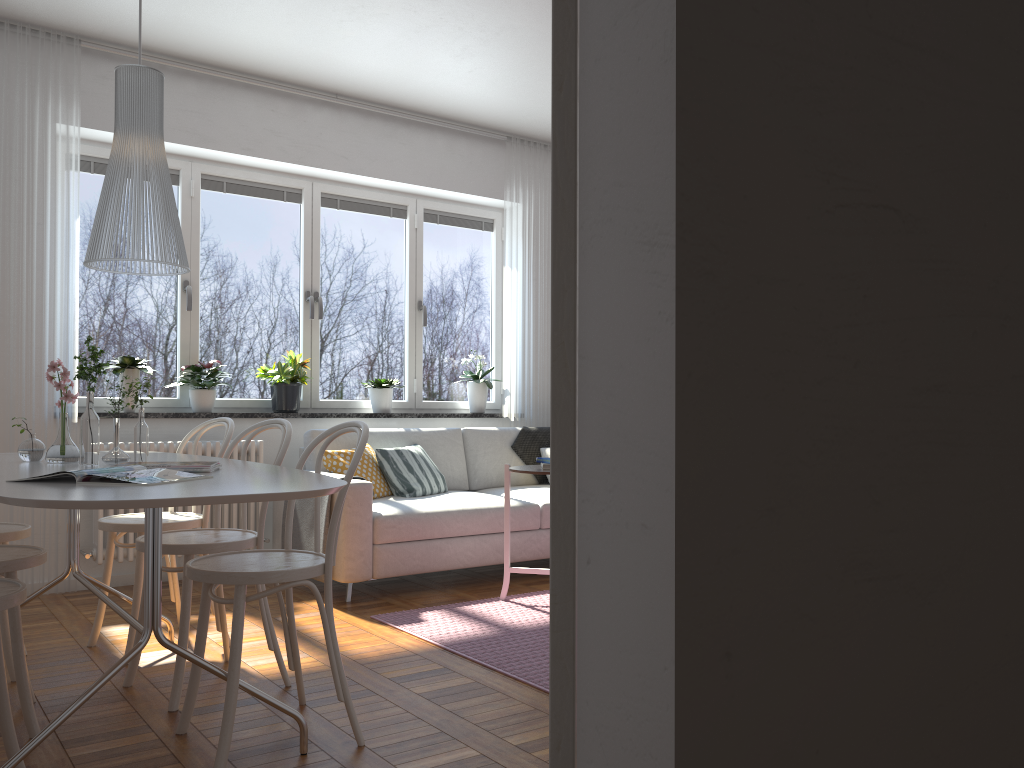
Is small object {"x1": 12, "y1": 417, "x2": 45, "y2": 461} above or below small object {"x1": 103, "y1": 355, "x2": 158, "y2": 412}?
below

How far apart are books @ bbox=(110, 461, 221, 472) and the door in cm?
205

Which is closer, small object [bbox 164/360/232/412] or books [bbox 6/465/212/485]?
books [bbox 6/465/212/485]

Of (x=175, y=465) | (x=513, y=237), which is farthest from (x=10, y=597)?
(x=513, y=237)

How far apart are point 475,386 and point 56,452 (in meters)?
3.52

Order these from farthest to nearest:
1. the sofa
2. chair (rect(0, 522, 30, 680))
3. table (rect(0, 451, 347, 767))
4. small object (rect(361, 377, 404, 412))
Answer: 1. small object (rect(361, 377, 404, 412))
2. the sofa
3. chair (rect(0, 522, 30, 680))
4. table (rect(0, 451, 347, 767))

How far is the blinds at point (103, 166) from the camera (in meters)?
5.00

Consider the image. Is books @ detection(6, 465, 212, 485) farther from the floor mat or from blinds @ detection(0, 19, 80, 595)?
blinds @ detection(0, 19, 80, 595)

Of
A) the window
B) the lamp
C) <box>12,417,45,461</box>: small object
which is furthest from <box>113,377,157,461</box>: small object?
the window

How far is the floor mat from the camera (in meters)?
3.29
